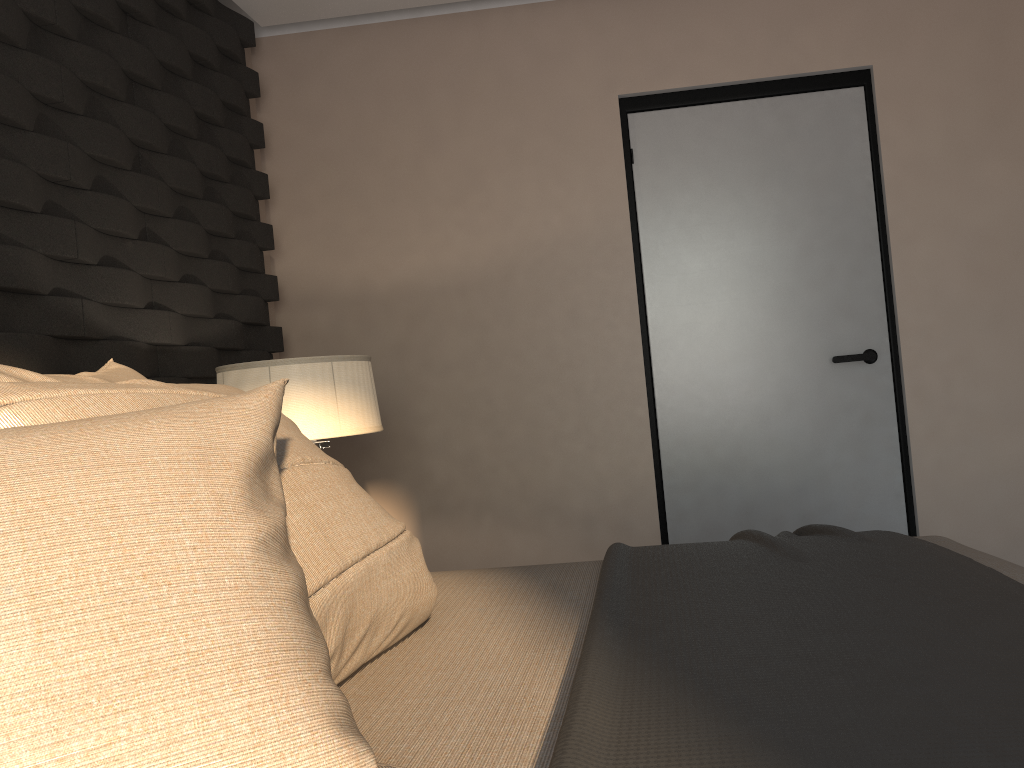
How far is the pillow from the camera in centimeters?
62cm

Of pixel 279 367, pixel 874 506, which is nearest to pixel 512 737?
pixel 279 367

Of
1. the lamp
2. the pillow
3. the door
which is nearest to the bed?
the pillow

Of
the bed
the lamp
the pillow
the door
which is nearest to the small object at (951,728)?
the bed

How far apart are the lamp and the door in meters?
1.3 m

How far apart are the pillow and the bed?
0.0m

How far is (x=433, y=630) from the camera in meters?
1.3

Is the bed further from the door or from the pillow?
the door

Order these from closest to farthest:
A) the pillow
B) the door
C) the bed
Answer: the pillow < the bed < the door

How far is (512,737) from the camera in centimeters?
87cm
